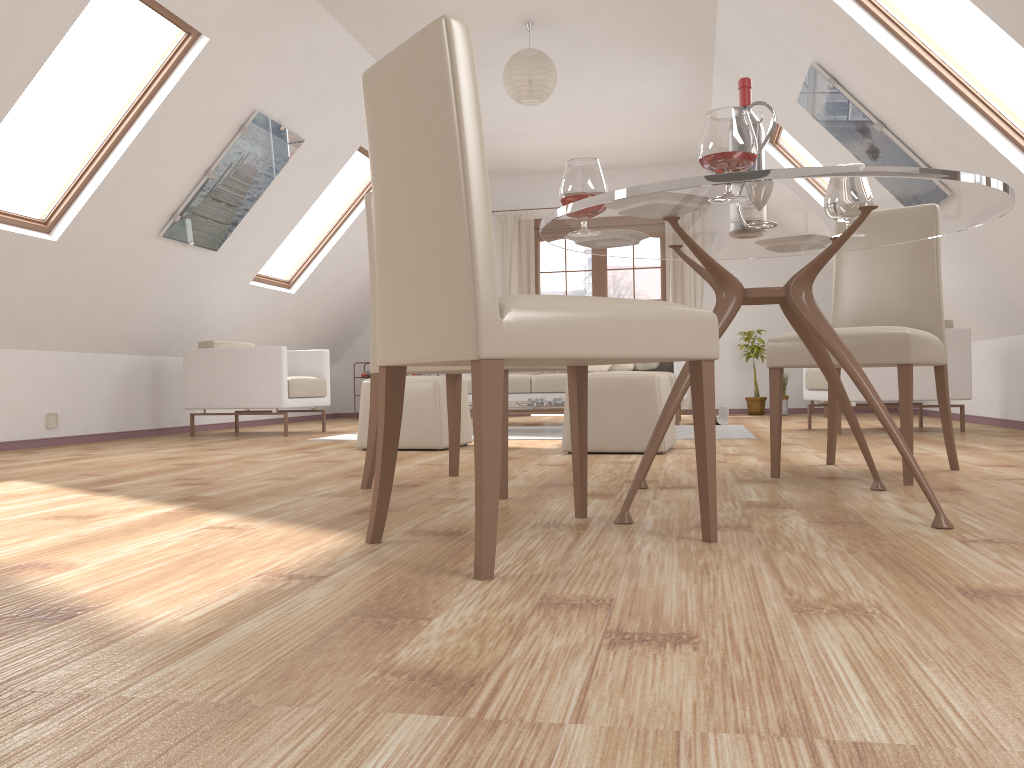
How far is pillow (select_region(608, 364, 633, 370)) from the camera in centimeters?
740cm

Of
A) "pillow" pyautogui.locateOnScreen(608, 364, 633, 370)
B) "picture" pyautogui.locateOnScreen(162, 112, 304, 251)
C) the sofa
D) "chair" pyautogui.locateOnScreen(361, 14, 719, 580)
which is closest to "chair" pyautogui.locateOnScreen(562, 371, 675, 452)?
"chair" pyautogui.locateOnScreen(361, 14, 719, 580)

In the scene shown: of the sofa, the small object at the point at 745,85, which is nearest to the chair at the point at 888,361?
the small object at the point at 745,85

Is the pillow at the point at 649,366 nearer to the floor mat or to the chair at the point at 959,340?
the floor mat

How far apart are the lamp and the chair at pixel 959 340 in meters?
2.5

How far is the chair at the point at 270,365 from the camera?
6.24m

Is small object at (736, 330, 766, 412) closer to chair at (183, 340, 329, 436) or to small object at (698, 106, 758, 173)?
chair at (183, 340, 329, 436)

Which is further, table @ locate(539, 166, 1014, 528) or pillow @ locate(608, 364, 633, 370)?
pillow @ locate(608, 364, 633, 370)

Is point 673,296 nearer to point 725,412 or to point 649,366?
point 649,366

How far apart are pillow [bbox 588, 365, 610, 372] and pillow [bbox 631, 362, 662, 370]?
0.3m
